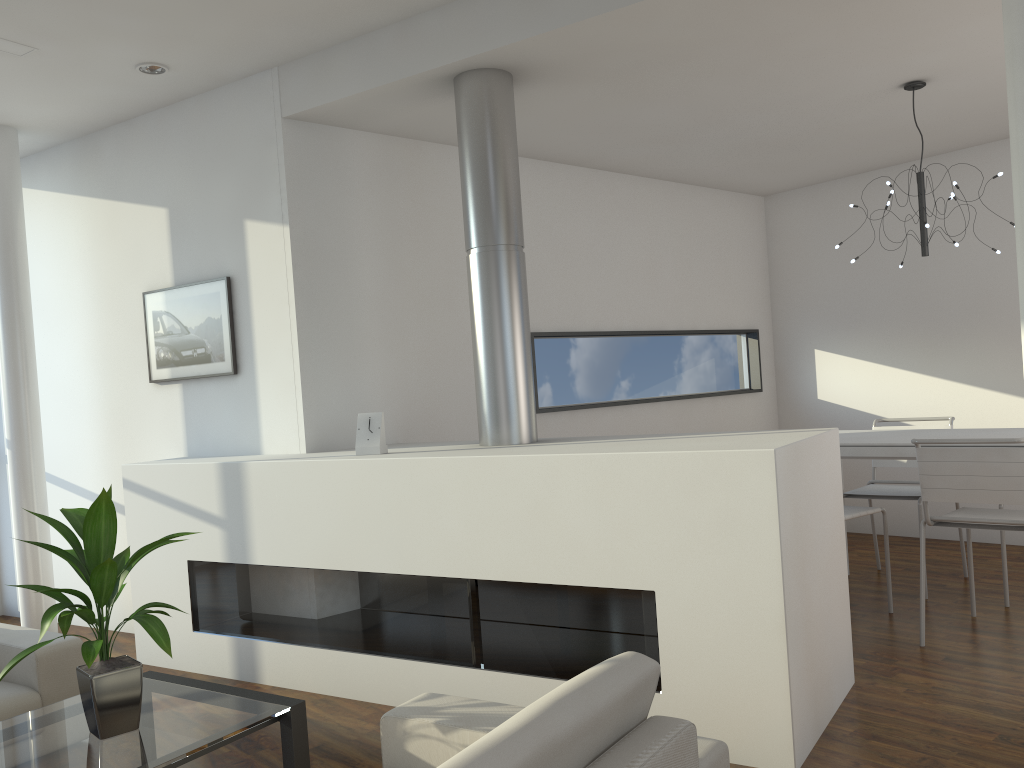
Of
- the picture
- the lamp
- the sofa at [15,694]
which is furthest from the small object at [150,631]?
the lamp

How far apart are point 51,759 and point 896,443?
2.99m

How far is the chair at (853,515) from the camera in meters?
3.5 m

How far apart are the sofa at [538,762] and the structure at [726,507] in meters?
0.7

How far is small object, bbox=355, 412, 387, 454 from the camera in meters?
3.2 m

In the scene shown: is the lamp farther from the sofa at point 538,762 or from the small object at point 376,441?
the sofa at point 538,762

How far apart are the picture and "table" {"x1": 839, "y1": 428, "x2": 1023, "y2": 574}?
2.56m

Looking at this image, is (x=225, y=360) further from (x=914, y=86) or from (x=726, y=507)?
(x=914, y=86)

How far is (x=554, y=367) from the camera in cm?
467

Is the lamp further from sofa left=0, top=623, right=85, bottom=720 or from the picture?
sofa left=0, top=623, right=85, bottom=720
